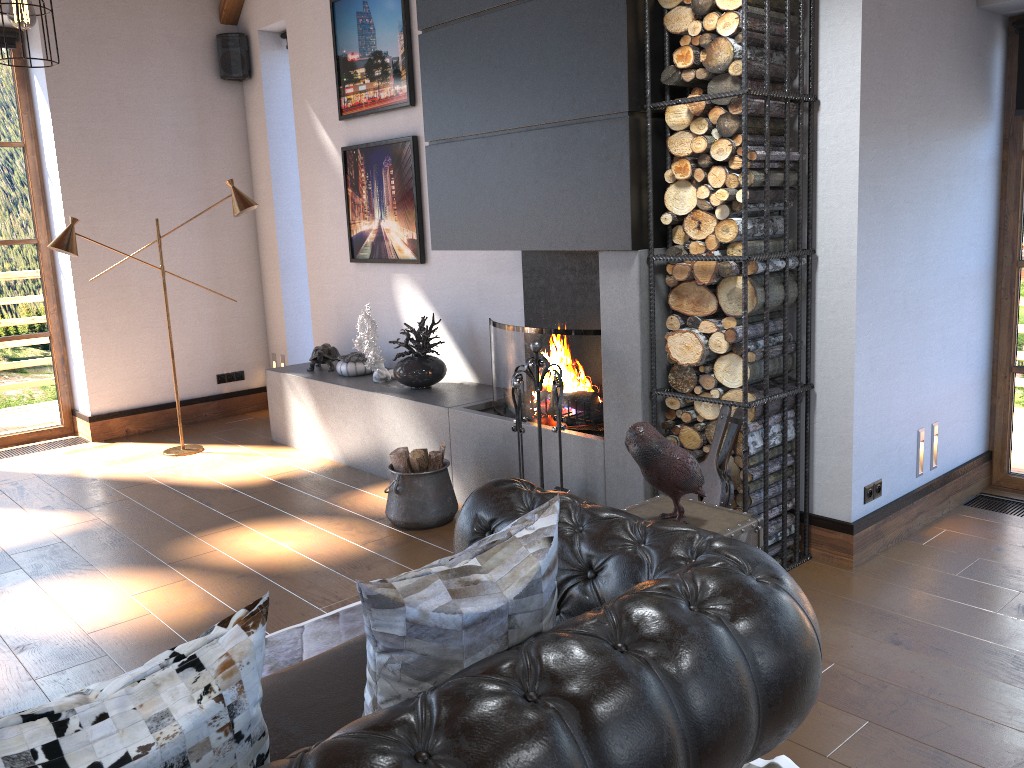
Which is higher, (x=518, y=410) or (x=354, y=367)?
(x=518, y=410)

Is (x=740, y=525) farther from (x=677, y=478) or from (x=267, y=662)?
(x=267, y=662)

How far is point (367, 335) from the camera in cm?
562

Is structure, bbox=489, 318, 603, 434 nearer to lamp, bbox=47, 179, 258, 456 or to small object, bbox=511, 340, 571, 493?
small object, bbox=511, 340, 571, 493

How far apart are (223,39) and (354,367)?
3.1 meters

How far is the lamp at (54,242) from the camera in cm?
567

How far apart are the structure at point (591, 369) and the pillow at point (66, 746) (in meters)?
2.90

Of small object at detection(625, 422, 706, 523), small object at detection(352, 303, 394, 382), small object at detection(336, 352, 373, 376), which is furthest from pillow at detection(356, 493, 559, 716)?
small object at detection(336, 352, 373, 376)

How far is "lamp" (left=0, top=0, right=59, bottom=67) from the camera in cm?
281

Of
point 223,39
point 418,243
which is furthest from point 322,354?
point 223,39
